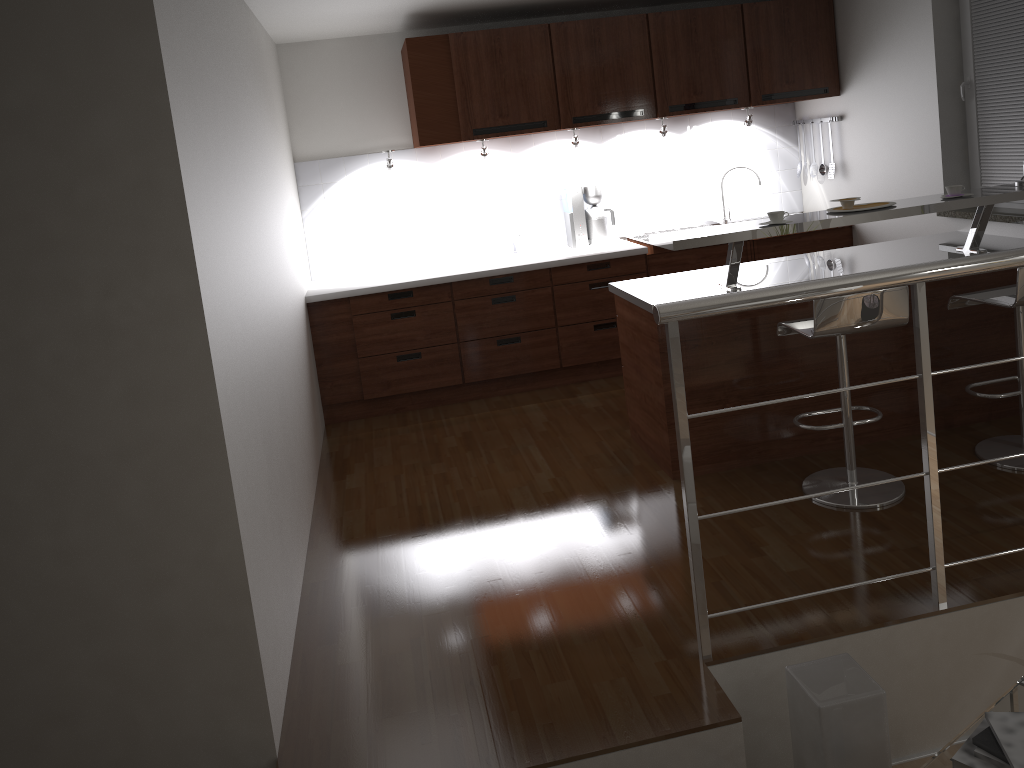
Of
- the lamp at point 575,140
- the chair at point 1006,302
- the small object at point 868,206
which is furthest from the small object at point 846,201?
the lamp at point 575,140

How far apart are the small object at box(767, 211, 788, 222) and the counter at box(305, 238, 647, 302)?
1.80m

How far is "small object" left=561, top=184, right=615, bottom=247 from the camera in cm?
568

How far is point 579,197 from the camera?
5.7 meters

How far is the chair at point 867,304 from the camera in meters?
3.2 m

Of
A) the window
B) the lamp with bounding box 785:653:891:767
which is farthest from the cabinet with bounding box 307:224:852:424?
the lamp with bounding box 785:653:891:767

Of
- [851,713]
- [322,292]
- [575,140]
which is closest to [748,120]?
[575,140]

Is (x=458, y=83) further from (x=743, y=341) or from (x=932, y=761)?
(x=932, y=761)

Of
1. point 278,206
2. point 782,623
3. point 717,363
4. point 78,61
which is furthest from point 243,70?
point 782,623

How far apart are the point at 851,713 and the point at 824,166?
4.2 meters
